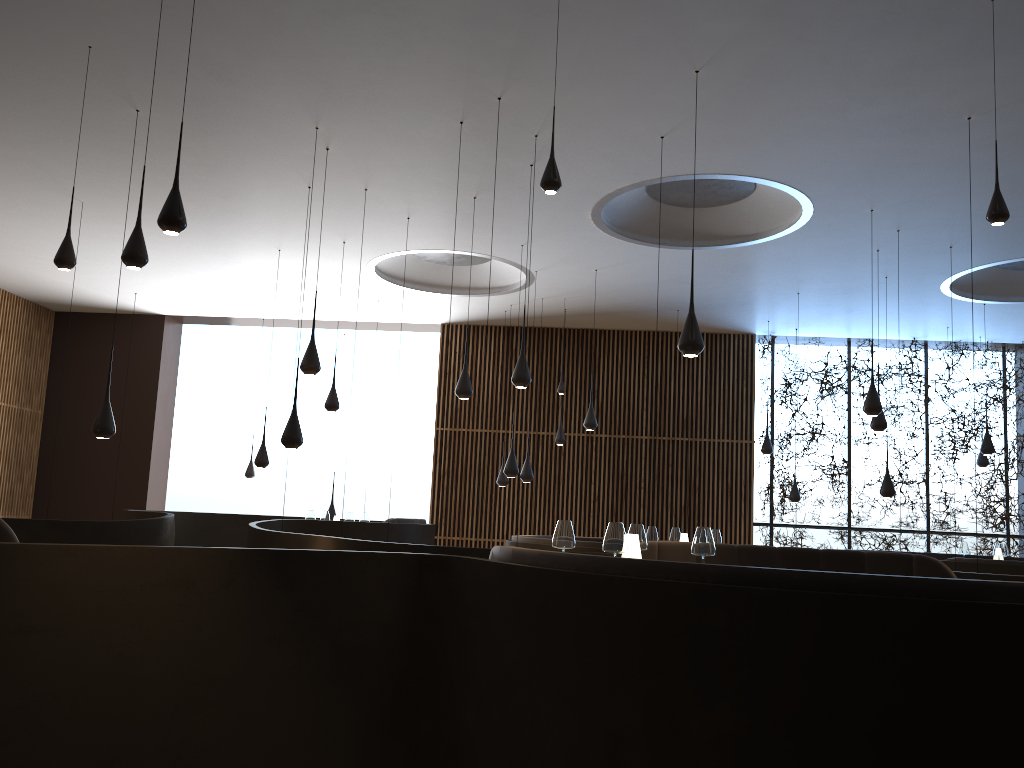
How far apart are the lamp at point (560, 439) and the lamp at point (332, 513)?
3.7 meters

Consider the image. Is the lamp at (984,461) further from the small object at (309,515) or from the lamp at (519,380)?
the small object at (309,515)

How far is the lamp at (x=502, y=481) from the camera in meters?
14.0

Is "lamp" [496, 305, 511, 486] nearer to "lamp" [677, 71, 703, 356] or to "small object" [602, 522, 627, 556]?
"lamp" [677, 71, 703, 356]

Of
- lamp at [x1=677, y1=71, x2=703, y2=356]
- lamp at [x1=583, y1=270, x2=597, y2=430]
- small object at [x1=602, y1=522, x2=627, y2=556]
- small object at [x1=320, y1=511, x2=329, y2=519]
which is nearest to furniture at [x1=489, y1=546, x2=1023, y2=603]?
small object at [x1=602, y1=522, x2=627, y2=556]

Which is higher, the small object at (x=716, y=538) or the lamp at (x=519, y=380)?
the lamp at (x=519, y=380)

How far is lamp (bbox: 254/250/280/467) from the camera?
11.6m

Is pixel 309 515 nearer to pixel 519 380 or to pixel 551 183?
pixel 519 380

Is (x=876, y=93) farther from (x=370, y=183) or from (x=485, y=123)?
(x=370, y=183)

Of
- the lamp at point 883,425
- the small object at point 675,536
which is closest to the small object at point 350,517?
the small object at point 675,536
